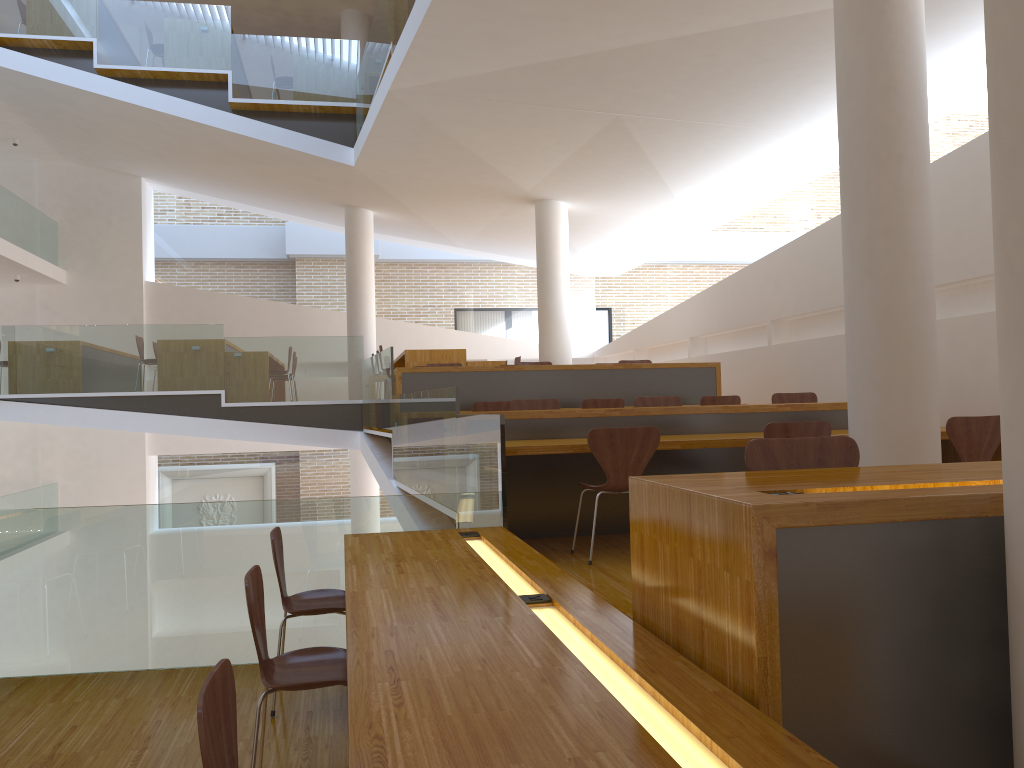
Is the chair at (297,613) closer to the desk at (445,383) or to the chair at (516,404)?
the chair at (516,404)

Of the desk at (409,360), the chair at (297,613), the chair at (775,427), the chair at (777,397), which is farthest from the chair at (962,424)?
the desk at (409,360)

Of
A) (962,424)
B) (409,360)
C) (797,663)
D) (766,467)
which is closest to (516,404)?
(962,424)

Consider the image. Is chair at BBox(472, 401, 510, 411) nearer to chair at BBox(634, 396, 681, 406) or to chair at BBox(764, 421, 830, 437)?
chair at BBox(634, 396, 681, 406)

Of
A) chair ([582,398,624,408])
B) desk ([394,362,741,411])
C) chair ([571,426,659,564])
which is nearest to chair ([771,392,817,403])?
chair ([582,398,624,408])

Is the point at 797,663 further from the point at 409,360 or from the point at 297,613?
the point at 409,360

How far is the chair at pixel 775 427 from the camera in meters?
4.7 m

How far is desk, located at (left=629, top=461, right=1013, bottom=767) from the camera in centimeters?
175cm

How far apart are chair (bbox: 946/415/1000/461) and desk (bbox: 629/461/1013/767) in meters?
2.7

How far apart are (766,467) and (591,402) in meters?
5.0 m
